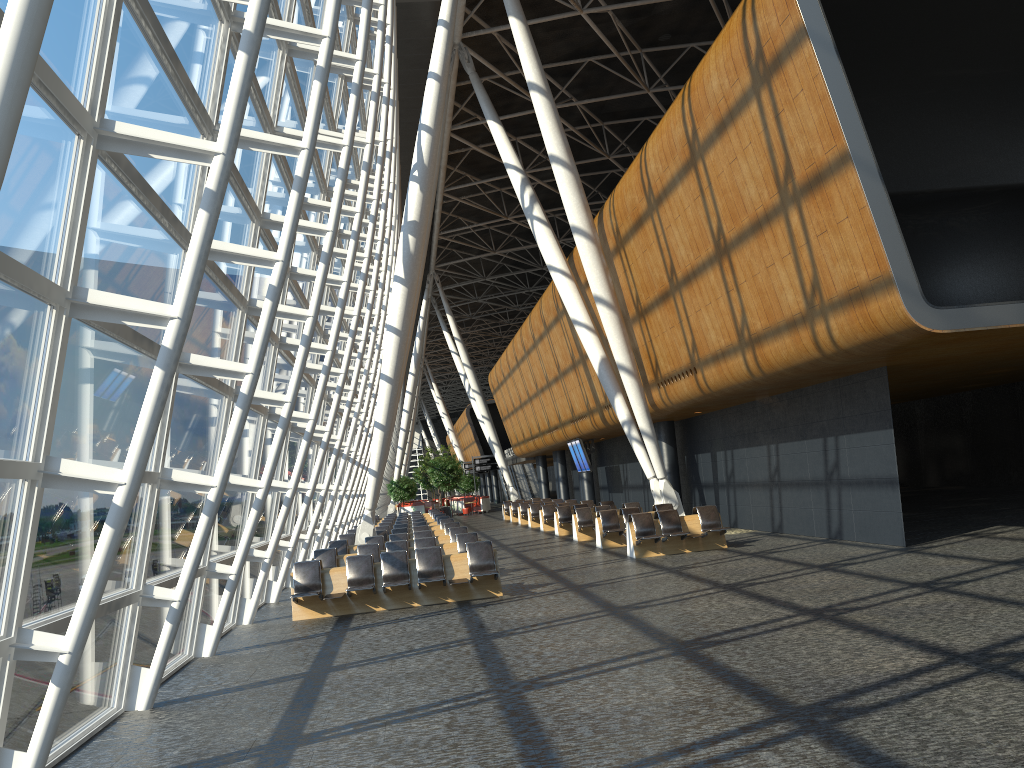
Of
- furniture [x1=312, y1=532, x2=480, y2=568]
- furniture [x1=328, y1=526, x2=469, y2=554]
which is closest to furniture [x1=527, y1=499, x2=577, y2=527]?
furniture [x1=328, y1=526, x2=469, y2=554]

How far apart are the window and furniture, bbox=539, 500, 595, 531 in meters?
8.9 m

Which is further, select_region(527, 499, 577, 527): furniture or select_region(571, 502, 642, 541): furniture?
select_region(527, 499, 577, 527): furniture

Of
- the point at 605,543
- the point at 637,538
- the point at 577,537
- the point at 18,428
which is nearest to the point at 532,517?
the point at 577,537

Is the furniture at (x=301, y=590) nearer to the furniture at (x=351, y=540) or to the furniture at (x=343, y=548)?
the furniture at (x=343, y=548)

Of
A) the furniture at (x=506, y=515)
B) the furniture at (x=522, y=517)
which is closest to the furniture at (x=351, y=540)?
the furniture at (x=522, y=517)

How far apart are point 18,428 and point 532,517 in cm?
2712

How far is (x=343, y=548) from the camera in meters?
19.3 m

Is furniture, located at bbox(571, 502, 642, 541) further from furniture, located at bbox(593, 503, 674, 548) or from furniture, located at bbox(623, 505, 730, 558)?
furniture, located at bbox(623, 505, 730, 558)

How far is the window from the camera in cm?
541
